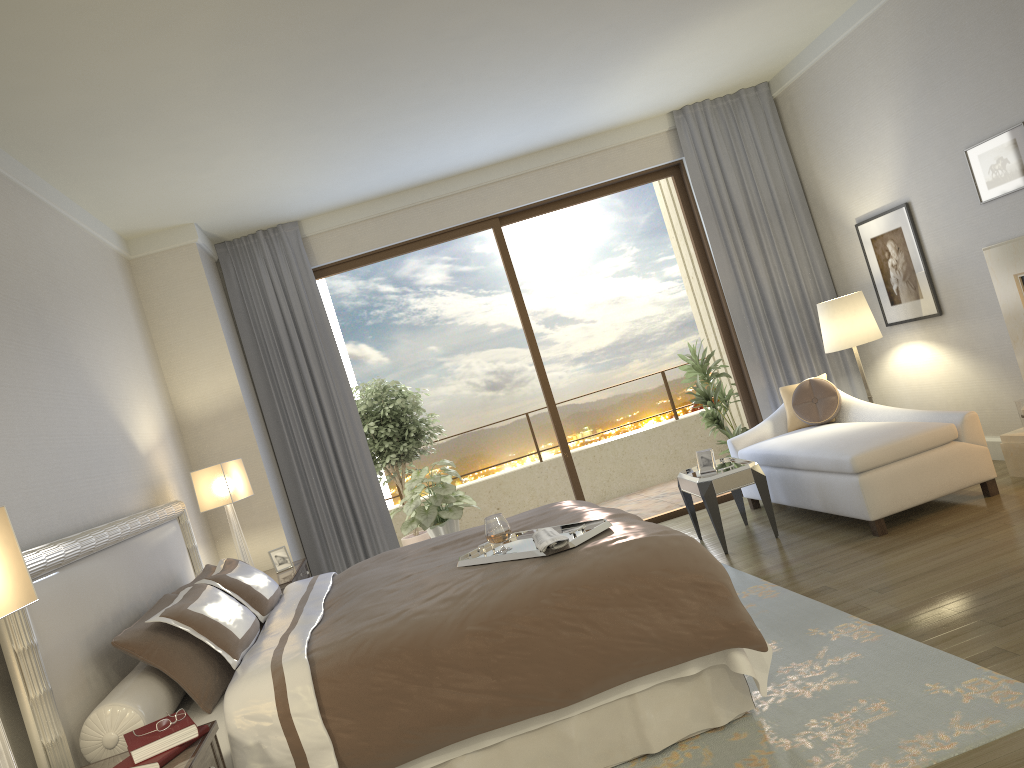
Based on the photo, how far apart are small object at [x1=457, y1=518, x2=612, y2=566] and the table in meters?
1.9 m

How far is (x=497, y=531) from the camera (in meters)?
3.56

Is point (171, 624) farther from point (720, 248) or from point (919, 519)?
point (720, 248)

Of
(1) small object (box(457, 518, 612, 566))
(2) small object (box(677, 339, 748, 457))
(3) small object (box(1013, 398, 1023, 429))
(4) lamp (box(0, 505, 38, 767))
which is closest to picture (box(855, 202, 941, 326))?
(3) small object (box(1013, 398, 1023, 429))

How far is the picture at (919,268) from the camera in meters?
5.9 m

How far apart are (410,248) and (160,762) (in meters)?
5.19

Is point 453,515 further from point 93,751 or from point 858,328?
point 93,751

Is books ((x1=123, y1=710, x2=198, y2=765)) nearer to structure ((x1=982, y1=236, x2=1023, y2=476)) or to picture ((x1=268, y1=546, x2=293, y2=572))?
picture ((x1=268, y1=546, x2=293, y2=572))

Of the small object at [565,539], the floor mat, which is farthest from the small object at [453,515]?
the small object at [565,539]

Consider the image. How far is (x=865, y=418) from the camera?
5.90m
